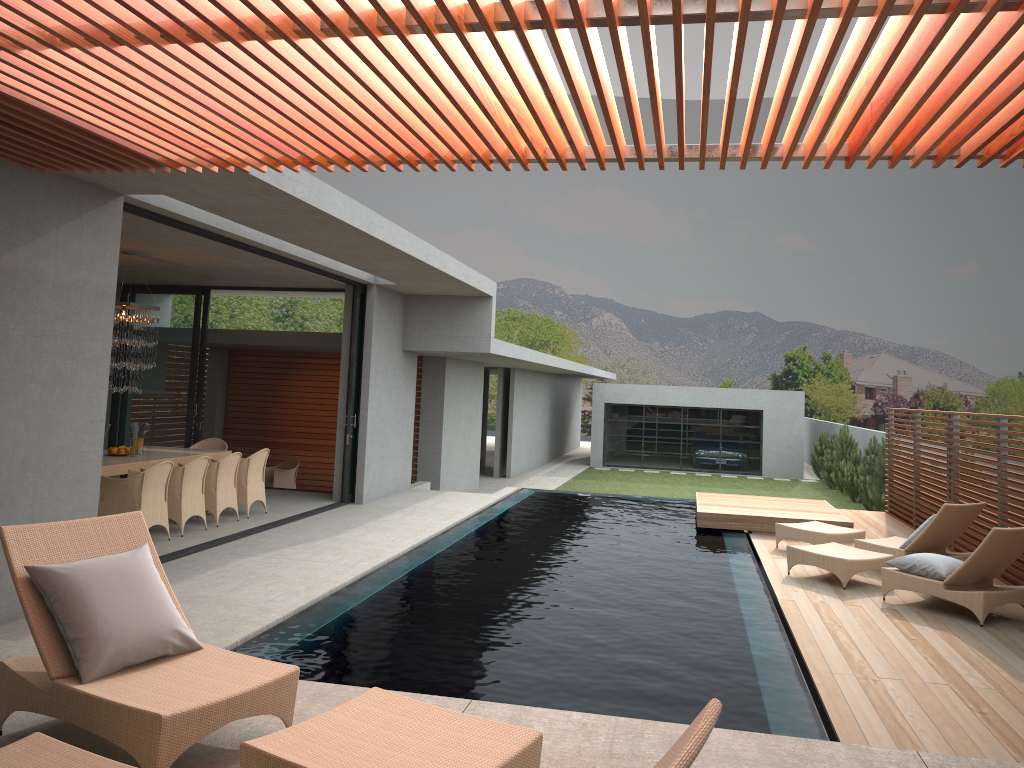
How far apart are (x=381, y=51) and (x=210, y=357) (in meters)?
16.00

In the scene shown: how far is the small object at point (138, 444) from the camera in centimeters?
1939cm

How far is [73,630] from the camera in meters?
3.6 m

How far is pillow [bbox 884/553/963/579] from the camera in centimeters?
789cm

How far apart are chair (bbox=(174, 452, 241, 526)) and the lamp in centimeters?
152cm

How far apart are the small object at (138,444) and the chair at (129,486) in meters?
10.3 m

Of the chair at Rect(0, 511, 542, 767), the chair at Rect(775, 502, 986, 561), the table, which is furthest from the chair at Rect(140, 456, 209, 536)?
the chair at Rect(775, 502, 986, 561)

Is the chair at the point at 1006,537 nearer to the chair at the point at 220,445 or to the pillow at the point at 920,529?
the pillow at the point at 920,529

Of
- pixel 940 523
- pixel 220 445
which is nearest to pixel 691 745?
pixel 940 523

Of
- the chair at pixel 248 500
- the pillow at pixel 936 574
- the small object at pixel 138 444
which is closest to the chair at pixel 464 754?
the pillow at pixel 936 574
